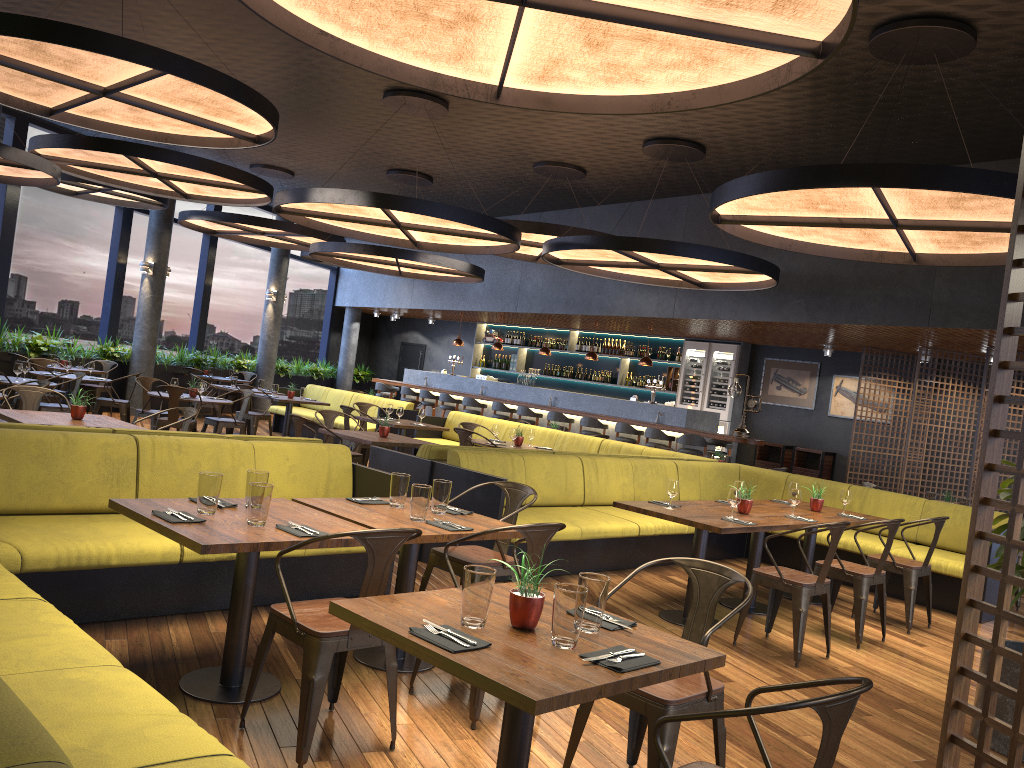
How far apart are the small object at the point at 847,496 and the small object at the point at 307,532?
5.2 meters

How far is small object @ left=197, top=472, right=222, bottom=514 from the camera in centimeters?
386cm

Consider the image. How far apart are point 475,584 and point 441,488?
2.0m

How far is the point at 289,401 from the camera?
13.0 meters

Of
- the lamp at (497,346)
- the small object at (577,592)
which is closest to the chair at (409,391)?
the lamp at (497,346)

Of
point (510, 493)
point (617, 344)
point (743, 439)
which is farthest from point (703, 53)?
point (617, 344)

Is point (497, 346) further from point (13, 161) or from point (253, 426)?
point (13, 161)

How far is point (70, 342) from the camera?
14.2m

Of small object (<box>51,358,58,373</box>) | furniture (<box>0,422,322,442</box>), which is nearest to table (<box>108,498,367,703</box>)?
furniture (<box>0,422,322,442</box>)

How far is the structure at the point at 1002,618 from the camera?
2.1 meters
